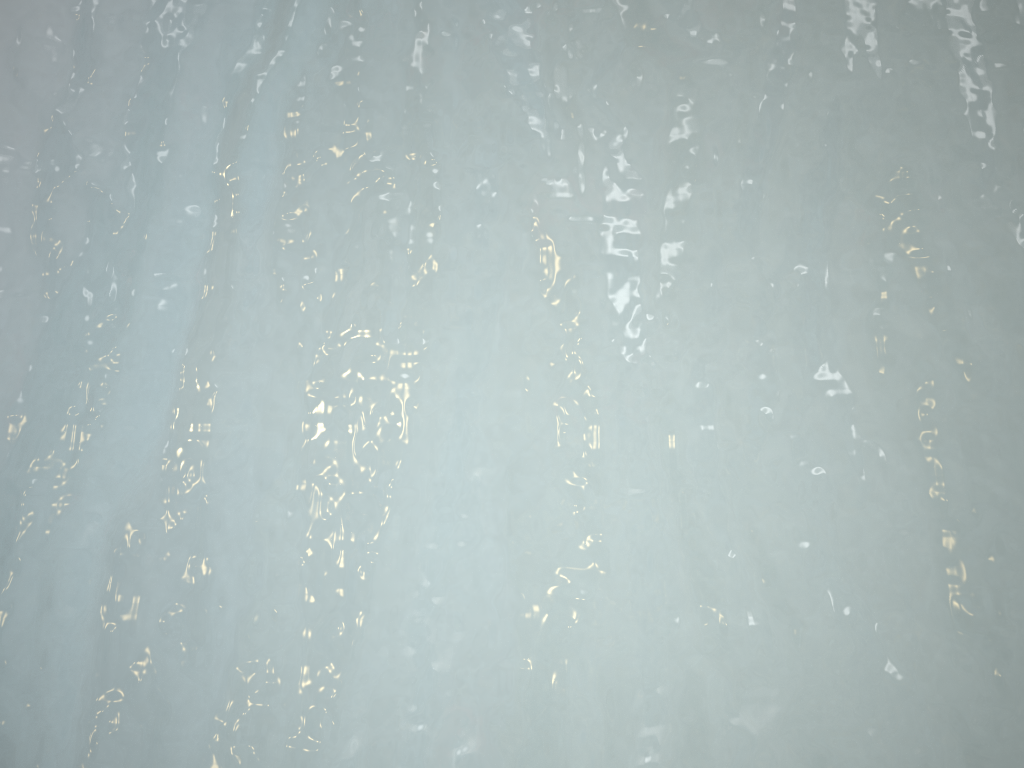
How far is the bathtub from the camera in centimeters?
26cm

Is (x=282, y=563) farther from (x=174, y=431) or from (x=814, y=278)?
(x=814, y=278)

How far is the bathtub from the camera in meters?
0.3 m

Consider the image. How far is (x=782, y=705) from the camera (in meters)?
0.26
